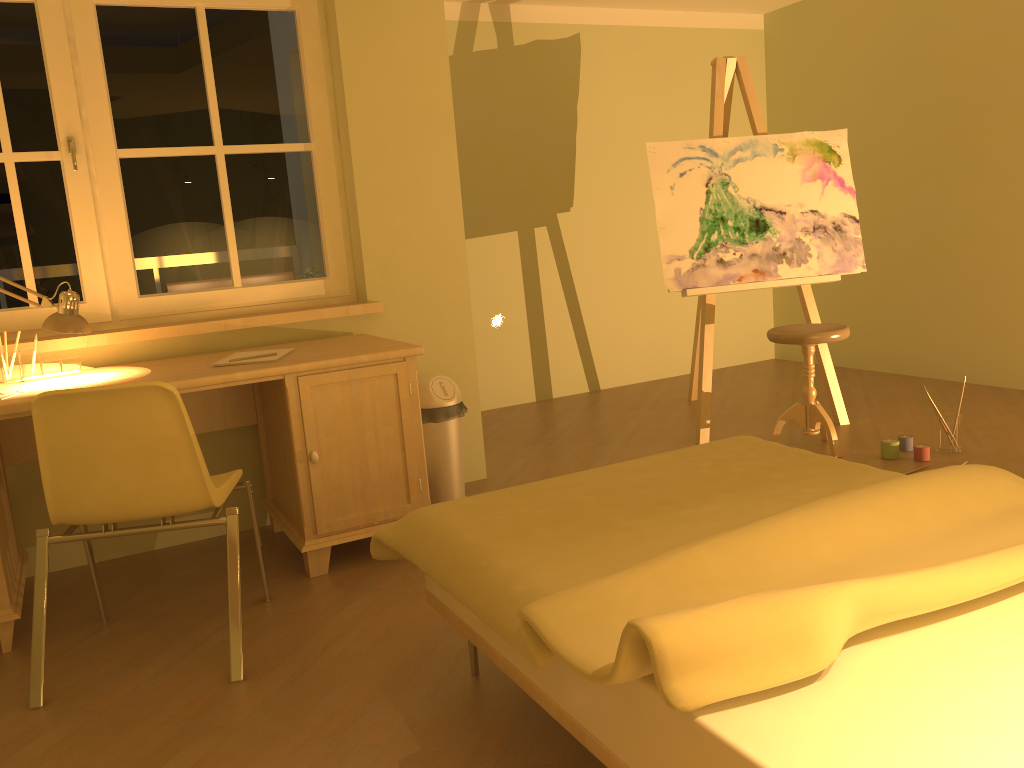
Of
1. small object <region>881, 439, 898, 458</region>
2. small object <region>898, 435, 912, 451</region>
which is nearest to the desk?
small object <region>881, 439, 898, 458</region>

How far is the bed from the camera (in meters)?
1.23

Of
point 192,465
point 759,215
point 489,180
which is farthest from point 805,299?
point 192,465

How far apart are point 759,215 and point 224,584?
2.9m

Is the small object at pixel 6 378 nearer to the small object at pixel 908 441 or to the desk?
the desk

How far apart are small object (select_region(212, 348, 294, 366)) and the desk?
0.0m

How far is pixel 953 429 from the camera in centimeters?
372cm

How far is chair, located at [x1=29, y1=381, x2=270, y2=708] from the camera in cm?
222

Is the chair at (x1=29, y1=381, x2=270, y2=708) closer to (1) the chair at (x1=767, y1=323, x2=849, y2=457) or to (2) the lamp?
(2) the lamp

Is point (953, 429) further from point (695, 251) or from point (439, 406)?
point (439, 406)
